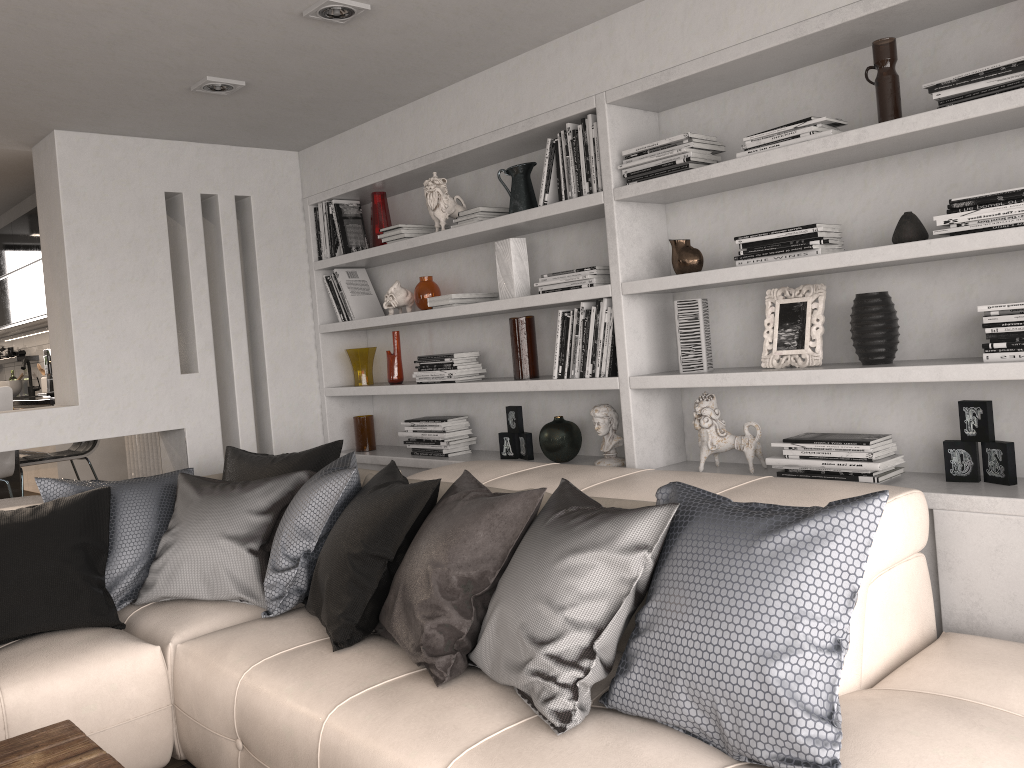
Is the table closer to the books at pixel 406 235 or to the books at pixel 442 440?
the books at pixel 442 440

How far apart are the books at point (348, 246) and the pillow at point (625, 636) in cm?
143

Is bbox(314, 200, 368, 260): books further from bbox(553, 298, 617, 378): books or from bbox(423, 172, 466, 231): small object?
bbox(553, 298, 617, 378): books

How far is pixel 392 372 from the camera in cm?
438

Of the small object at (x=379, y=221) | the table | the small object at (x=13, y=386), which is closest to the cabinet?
the small object at (x=13, y=386)

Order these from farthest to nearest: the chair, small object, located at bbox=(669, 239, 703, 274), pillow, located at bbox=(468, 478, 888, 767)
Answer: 1. the chair
2. small object, located at bbox=(669, 239, 703, 274)
3. pillow, located at bbox=(468, 478, 888, 767)

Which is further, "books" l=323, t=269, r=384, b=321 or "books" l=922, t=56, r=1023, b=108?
"books" l=323, t=269, r=384, b=321

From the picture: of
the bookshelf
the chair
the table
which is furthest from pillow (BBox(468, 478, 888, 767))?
the chair

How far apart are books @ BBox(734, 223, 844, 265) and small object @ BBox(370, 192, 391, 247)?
2.10m

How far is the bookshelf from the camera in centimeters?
235cm
